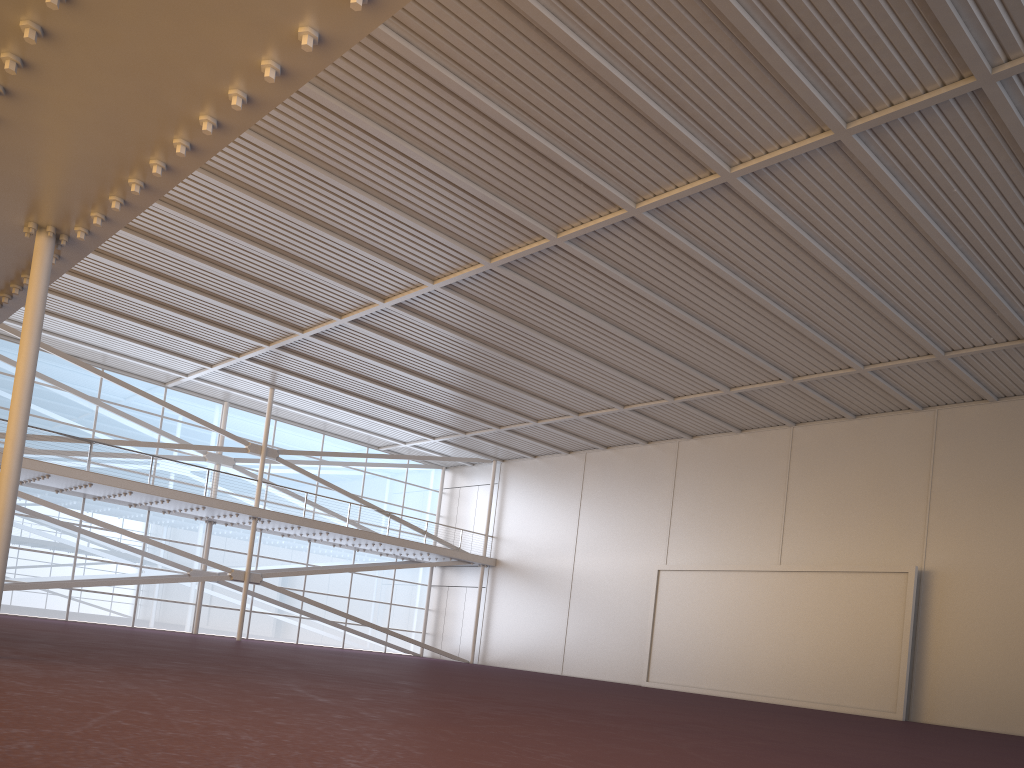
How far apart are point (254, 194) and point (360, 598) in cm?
2532
